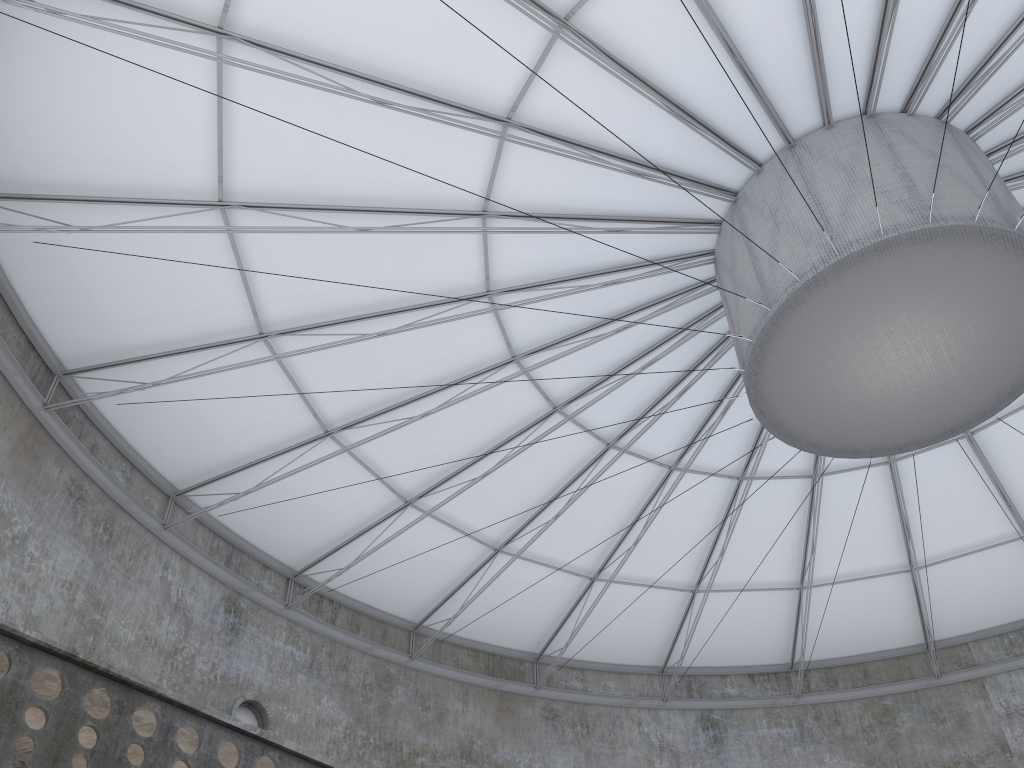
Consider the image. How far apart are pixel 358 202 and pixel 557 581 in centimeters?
1677cm
